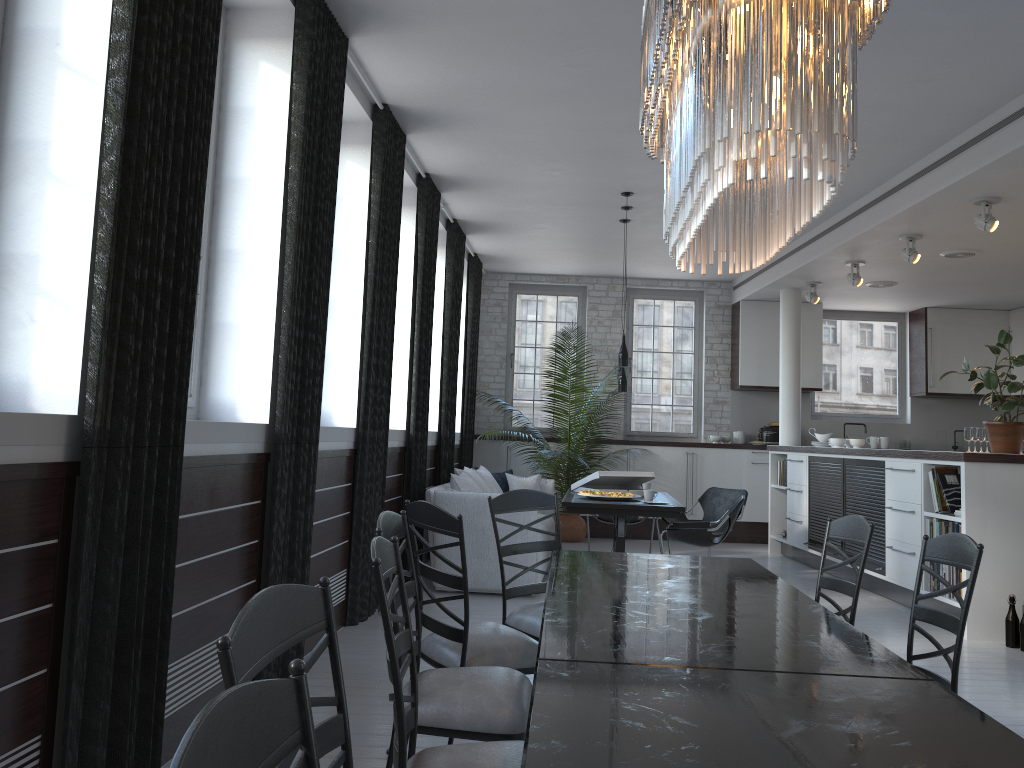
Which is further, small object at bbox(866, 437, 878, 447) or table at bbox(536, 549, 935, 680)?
small object at bbox(866, 437, 878, 447)

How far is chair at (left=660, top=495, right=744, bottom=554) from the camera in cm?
703

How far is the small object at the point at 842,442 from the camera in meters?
9.0

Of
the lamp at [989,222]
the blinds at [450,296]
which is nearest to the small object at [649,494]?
the blinds at [450,296]

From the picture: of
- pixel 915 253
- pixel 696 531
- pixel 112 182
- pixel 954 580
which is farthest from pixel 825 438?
pixel 112 182

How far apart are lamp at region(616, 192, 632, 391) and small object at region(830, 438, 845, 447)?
2.5 meters

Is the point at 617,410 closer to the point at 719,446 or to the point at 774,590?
the point at 719,446

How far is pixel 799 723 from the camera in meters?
1.6

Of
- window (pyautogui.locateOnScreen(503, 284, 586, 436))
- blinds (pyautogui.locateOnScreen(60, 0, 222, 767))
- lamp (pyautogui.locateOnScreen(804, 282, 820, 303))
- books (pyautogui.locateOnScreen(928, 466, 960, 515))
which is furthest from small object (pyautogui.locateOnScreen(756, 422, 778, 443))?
blinds (pyautogui.locateOnScreen(60, 0, 222, 767))

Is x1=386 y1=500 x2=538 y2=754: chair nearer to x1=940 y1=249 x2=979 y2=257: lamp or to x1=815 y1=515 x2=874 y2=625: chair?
x1=815 y1=515 x2=874 y2=625: chair
